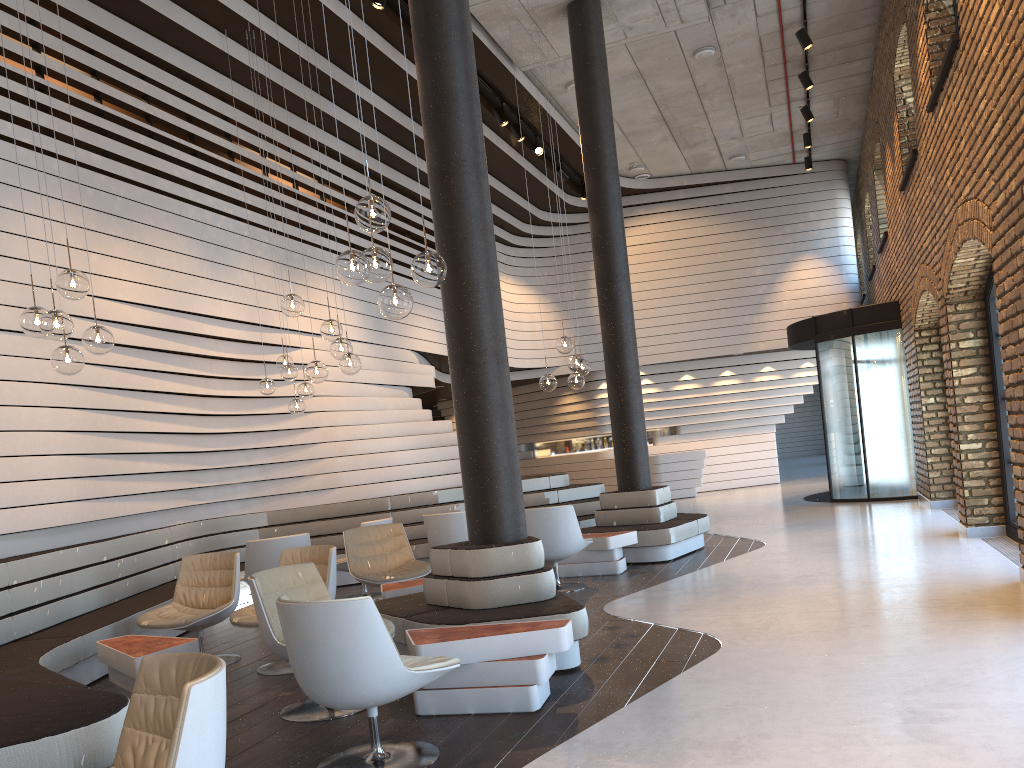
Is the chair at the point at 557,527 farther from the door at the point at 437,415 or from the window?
the door at the point at 437,415

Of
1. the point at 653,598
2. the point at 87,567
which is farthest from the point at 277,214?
the point at 653,598

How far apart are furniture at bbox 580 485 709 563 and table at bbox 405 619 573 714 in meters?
4.4

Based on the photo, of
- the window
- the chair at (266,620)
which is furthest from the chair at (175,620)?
the window

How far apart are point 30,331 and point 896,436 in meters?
11.2 m

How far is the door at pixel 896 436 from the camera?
12.36m

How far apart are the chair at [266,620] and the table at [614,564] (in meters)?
3.82

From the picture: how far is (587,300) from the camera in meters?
17.7

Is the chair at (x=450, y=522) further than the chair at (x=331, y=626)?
Yes

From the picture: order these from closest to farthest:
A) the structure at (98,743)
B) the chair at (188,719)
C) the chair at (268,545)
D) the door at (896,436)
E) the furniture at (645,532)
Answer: the chair at (188,719) < the structure at (98,743) < the chair at (268,545) < the furniture at (645,532) < the door at (896,436)
